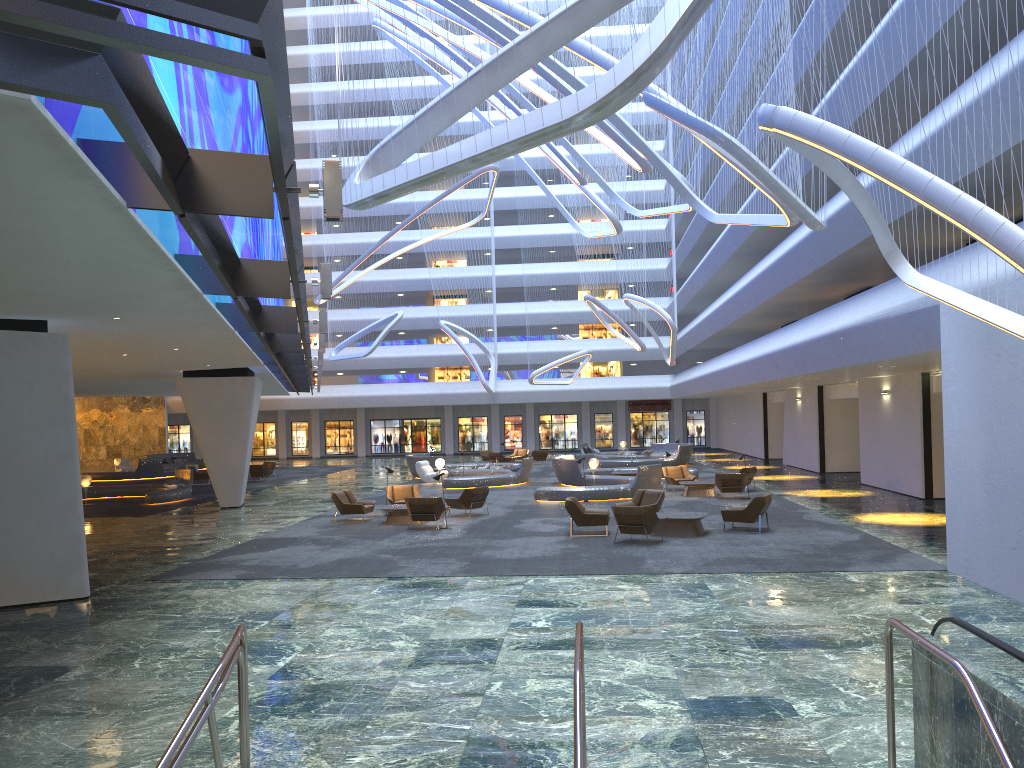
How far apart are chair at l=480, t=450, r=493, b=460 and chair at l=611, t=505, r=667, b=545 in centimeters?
3032cm

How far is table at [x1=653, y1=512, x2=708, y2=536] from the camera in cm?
1791

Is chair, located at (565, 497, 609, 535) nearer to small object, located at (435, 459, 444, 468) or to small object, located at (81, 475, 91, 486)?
small object, located at (435, 459, 444, 468)

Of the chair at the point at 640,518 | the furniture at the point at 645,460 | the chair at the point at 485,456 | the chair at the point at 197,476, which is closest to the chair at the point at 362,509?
the chair at the point at 640,518

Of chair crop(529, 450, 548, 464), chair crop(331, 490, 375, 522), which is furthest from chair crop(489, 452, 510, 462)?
chair crop(331, 490, 375, 522)

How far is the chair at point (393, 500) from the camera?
23.86m

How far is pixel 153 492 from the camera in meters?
28.7

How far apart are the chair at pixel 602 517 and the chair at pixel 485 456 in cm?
2830

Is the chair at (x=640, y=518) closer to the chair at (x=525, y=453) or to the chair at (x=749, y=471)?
the chair at (x=749, y=471)

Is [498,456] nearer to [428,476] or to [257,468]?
[428,476]
